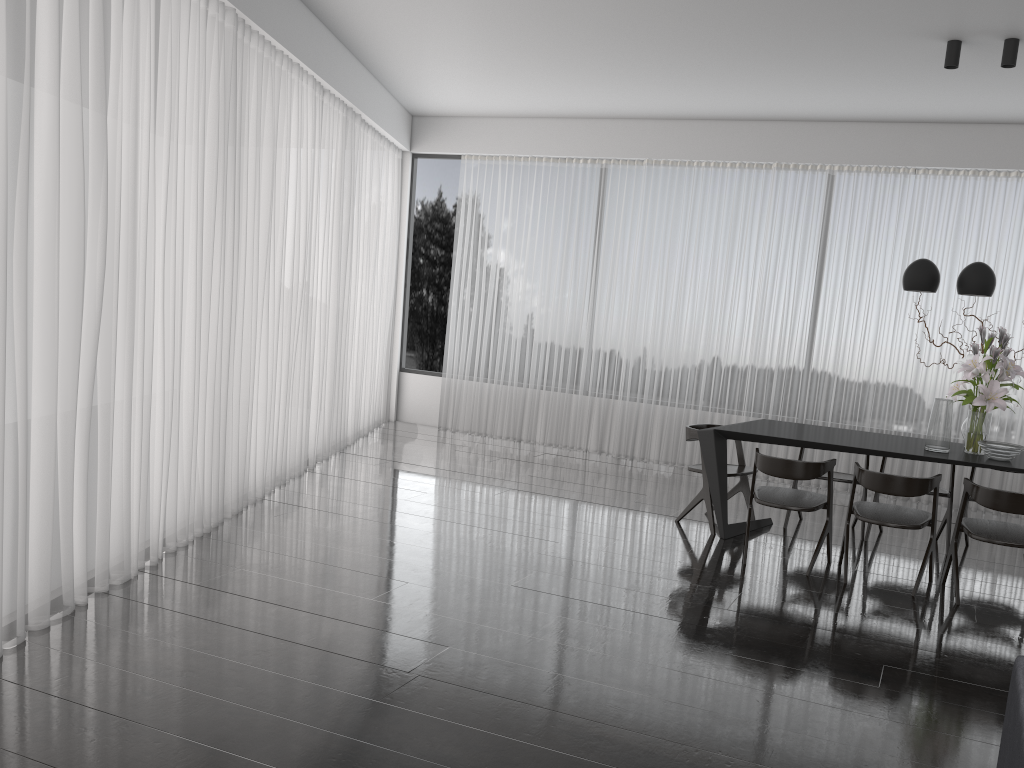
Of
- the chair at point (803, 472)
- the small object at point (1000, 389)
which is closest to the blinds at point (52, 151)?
the chair at point (803, 472)

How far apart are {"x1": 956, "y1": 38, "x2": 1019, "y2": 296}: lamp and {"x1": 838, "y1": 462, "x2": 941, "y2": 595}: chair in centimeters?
112cm

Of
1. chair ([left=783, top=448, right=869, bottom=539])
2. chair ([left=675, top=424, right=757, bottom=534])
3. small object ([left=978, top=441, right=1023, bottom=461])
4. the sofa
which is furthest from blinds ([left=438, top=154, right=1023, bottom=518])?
the sofa

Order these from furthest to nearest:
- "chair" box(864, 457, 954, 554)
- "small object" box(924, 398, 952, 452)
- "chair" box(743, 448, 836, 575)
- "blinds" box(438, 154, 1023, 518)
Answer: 1. "blinds" box(438, 154, 1023, 518)
2. "chair" box(864, 457, 954, 554)
3. "small object" box(924, 398, 952, 452)
4. "chair" box(743, 448, 836, 575)

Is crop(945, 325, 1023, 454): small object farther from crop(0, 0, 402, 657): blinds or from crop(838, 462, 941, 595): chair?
crop(0, 0, 402, 657): blinds

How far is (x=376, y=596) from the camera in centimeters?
420cm

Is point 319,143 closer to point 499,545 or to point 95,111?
point 95,111

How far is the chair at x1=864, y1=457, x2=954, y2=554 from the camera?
5.55m

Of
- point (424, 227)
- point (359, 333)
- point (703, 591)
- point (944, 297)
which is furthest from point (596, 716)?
point (424, 227)

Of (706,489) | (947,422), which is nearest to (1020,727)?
(947,422)
